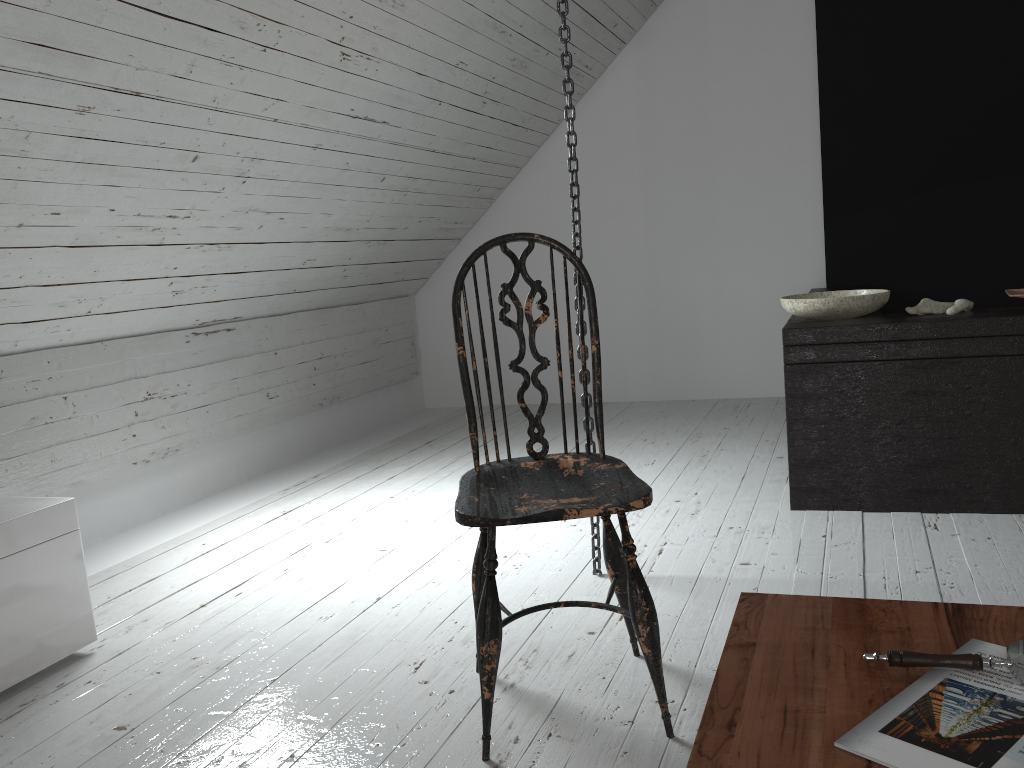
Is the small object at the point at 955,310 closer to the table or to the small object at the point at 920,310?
the small object at the point at 920,310

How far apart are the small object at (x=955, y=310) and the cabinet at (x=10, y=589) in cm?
250

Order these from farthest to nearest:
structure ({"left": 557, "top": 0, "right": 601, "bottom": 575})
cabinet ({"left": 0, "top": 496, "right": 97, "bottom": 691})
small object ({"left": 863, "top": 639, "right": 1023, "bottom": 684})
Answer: structure ({"left": 557, "top": 0, "right": 601, "bottom": 575}) → cabinet ({"left": 0, "top": 496, "right": 97, "bottom": 691}) → small object ({"left": 863, "top": 639, "right": 1023, "bottom": 684})

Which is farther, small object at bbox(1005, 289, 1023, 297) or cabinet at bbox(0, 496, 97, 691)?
small object at bbox(1005, 289, 1023, 297)

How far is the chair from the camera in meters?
1.5

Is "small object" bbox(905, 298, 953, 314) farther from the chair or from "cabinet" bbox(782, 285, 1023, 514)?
the chair

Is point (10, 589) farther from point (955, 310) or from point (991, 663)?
point (955, 310)

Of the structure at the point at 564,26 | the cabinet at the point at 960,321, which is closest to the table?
the structure at the point at 564,26

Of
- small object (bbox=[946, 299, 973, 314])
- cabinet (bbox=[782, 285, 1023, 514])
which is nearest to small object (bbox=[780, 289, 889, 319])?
cabinet (bbox=[782, 285, 1023, 514])

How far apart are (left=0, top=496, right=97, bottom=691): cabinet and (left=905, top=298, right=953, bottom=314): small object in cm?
243
